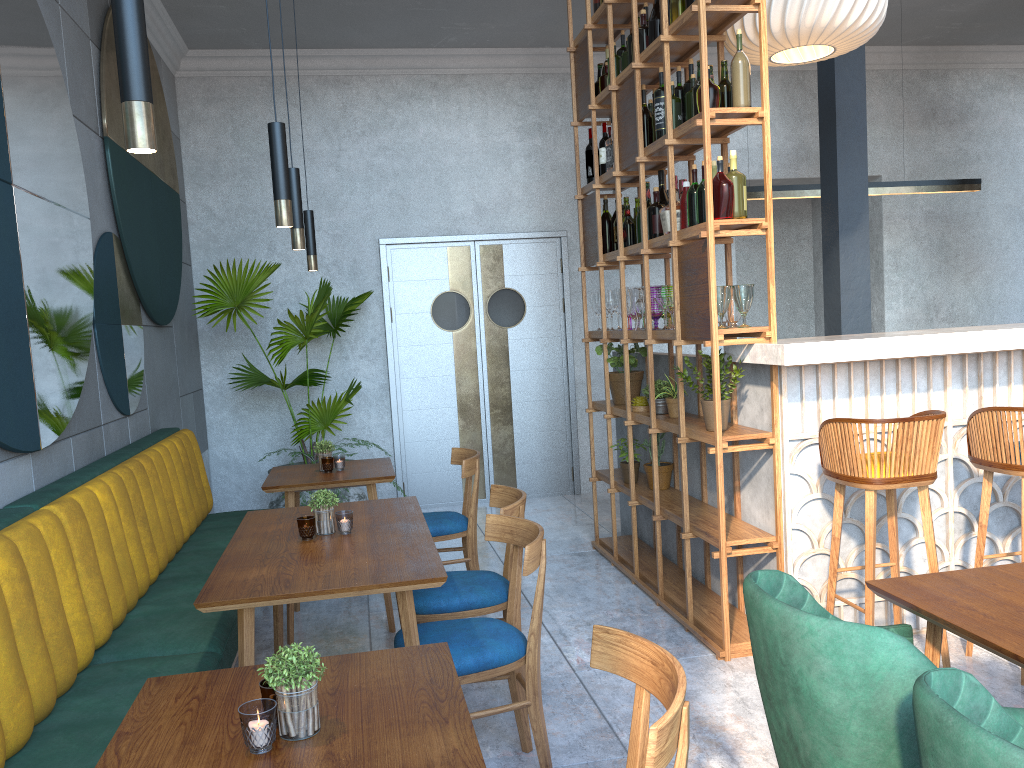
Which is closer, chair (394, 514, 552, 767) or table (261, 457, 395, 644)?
chair (394, 514, 552, 767)

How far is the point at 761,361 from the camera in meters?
3.5

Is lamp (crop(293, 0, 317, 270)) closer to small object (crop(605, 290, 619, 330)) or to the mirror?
the mirror

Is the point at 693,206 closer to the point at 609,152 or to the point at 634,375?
the point at 609,152

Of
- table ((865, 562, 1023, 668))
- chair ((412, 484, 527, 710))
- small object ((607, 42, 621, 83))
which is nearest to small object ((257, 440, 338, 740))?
chair ((412, 484, 527, 710))

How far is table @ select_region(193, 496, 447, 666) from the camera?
2.31m

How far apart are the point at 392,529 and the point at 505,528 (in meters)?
0.38

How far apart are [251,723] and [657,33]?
3.74m

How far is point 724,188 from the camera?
3.5 meters

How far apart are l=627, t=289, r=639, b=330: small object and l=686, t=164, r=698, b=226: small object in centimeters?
80cm
